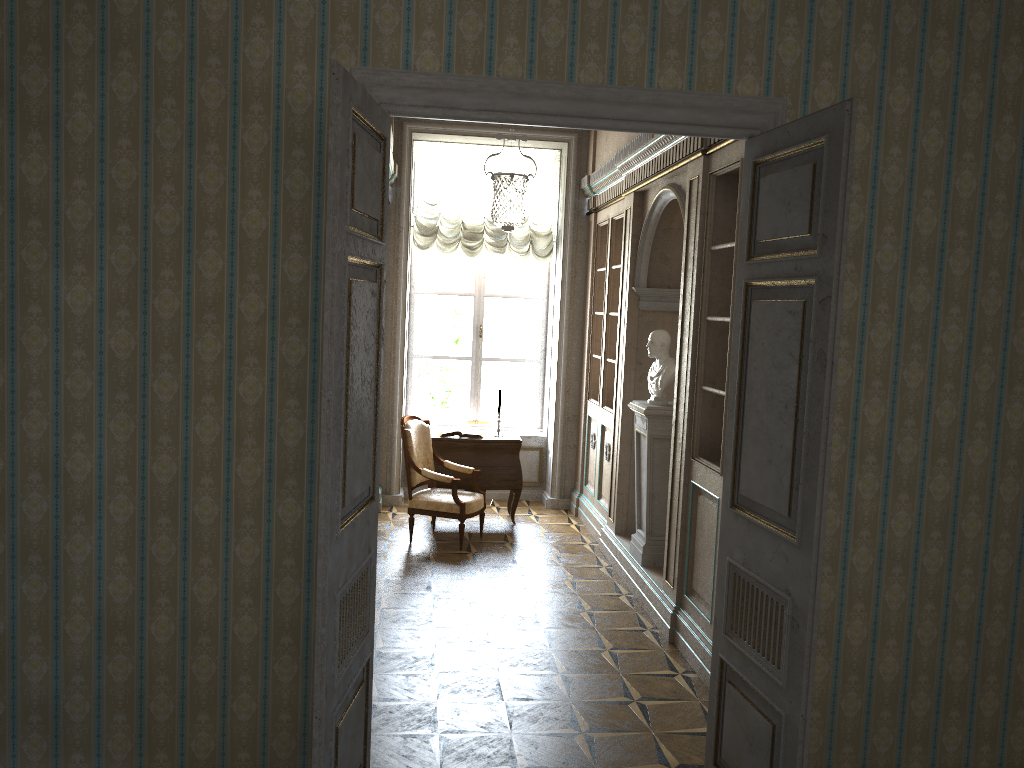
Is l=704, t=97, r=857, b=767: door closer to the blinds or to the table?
the table

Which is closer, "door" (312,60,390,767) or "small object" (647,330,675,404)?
"door" (312,60,390,767)

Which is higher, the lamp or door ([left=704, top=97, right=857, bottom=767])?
the lamp

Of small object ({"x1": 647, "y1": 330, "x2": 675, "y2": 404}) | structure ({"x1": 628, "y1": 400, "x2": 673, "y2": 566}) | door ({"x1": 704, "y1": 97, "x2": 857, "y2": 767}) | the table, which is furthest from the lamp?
the table

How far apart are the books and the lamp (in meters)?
1.87

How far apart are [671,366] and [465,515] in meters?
2.1 m

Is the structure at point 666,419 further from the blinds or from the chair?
the blinds

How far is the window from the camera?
9.1 meters

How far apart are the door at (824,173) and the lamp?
1.61m

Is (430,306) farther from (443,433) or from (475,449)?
(475,449)
